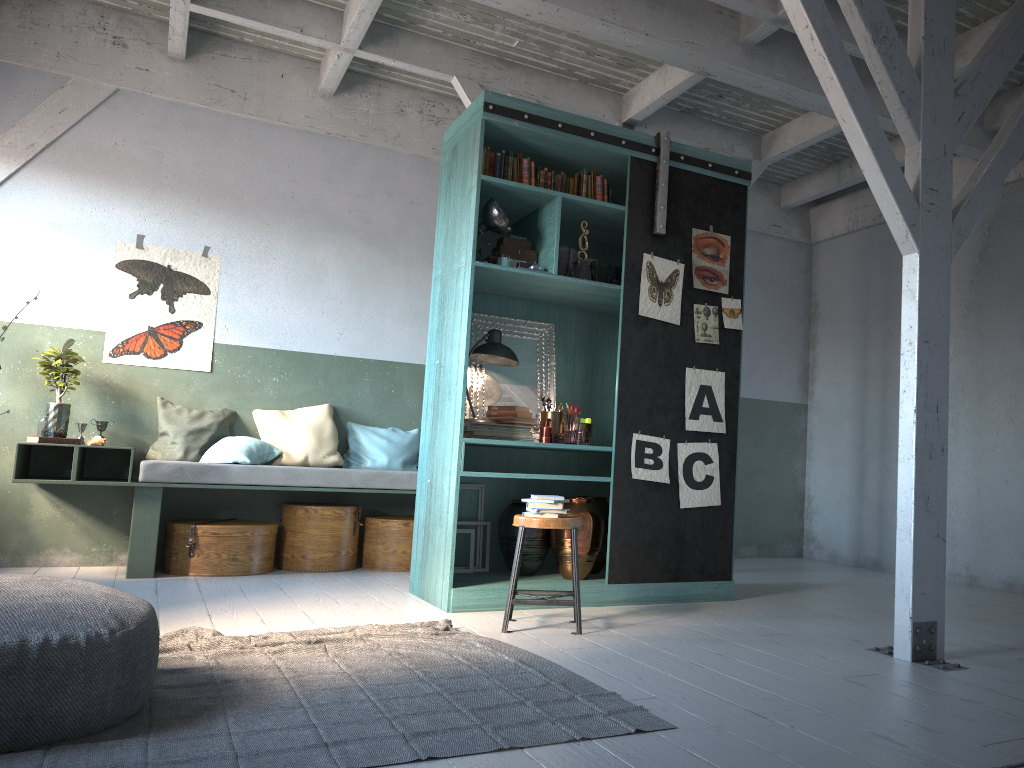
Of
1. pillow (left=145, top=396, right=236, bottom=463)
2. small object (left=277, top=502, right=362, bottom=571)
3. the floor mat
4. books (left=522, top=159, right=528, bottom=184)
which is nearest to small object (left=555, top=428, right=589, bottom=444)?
the floor mat

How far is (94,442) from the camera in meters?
6.9 m

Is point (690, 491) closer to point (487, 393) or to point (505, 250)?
point (487, 393)

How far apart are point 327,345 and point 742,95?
4.4m

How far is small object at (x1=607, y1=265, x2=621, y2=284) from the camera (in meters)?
6.27

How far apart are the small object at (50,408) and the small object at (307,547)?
1.8 meters

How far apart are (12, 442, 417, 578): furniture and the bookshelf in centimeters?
104cm

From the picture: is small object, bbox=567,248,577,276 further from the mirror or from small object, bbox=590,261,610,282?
the mirror

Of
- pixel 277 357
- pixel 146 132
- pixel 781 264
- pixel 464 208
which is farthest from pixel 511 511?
pixel 781 264

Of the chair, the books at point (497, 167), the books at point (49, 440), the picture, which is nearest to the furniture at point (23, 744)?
the chair
